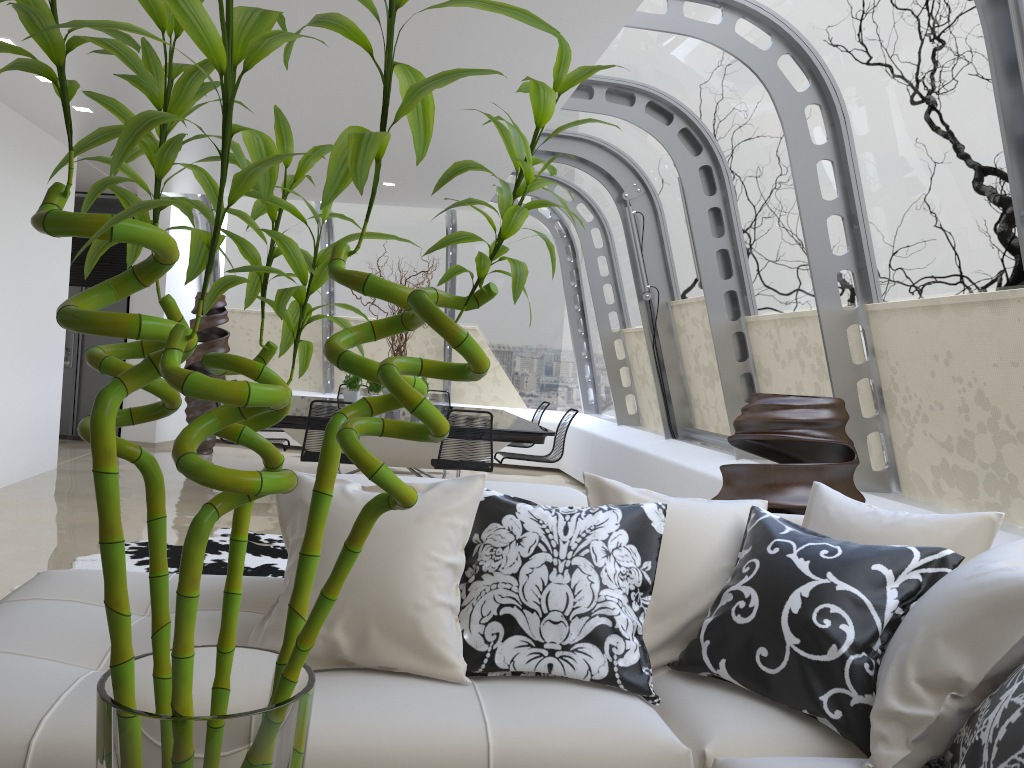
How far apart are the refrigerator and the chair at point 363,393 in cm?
298

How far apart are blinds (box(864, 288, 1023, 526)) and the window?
0.1 meters

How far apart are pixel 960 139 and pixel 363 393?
7.4m

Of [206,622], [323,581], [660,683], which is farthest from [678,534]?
[206,622]

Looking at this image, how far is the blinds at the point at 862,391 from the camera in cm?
493

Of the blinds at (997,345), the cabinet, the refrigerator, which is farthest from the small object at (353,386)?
the blinds at (997,345)

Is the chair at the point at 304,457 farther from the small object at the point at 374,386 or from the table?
the small object at the point at 374,386

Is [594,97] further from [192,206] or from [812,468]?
[192,206]

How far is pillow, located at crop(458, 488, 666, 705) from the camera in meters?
2.2

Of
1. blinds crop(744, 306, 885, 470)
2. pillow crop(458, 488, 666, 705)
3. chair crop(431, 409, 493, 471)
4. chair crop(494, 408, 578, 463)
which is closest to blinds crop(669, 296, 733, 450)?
blinds crop(744, 306, 885, 470)
